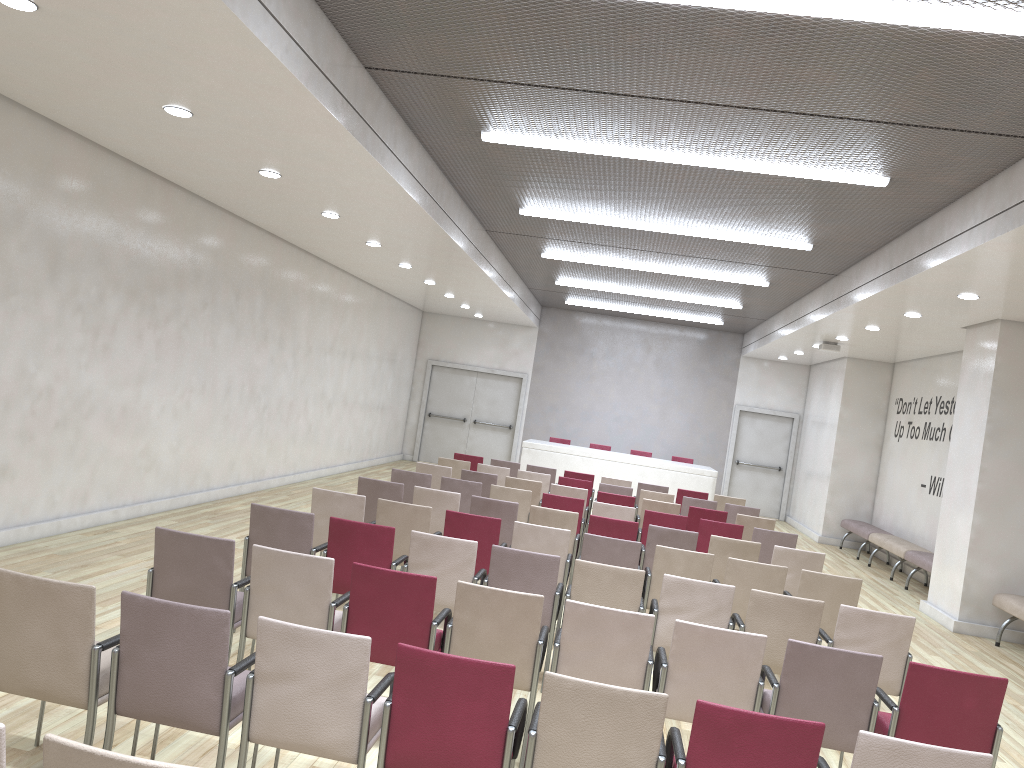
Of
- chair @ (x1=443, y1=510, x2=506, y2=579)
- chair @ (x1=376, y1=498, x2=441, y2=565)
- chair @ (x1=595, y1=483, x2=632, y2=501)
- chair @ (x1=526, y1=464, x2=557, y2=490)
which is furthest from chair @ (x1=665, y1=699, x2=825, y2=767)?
chair @ (x1=526, y1=464, x2=557, y2=490)

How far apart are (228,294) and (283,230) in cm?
112

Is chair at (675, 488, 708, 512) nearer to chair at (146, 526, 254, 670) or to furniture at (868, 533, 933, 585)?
furniture at (868, 533, 933, 585)

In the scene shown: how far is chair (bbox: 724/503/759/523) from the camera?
11.5 meters

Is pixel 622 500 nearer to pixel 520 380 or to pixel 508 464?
pixel 508 464

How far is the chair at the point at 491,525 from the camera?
6.9m

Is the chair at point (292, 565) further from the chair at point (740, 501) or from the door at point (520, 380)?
the door at point (520, 380)

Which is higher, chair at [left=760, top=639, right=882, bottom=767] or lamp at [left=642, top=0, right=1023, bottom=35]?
lamp at [left=642, top=0, right=1023, bottom=35]

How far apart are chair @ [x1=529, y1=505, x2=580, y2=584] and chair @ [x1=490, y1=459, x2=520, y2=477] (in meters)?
4.95

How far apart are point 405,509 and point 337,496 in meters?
0.6 m
